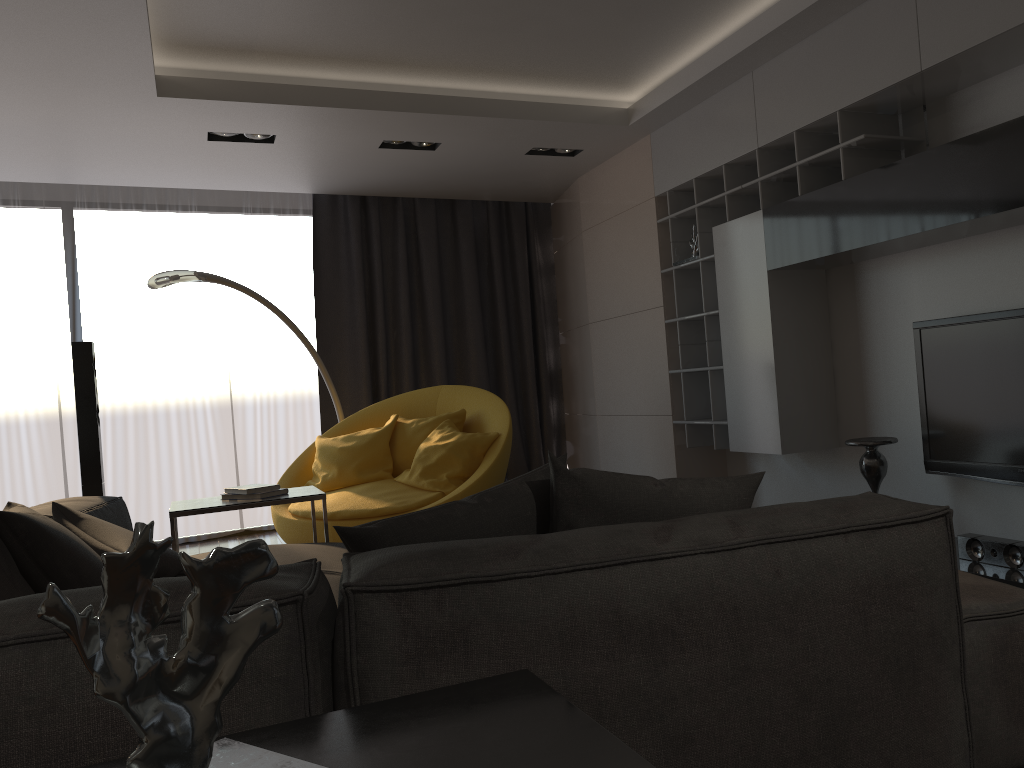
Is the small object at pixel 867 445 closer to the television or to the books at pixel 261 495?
the television

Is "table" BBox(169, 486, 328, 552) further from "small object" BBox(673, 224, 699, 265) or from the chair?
"small object" BBox(673, 224, 699, 265)

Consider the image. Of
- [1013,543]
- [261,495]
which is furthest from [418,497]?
[1013,543]

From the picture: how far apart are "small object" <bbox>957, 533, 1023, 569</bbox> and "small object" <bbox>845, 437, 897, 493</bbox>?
0.5m

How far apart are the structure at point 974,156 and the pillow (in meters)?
1.82

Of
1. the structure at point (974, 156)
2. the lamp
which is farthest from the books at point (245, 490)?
the structure at point (974, 156)

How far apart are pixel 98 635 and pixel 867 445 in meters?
3.6 m

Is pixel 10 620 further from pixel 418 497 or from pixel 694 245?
pixel 694 245

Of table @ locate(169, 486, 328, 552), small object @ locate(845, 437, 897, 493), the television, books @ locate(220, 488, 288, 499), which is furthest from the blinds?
the television

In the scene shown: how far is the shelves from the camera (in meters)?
3.91
